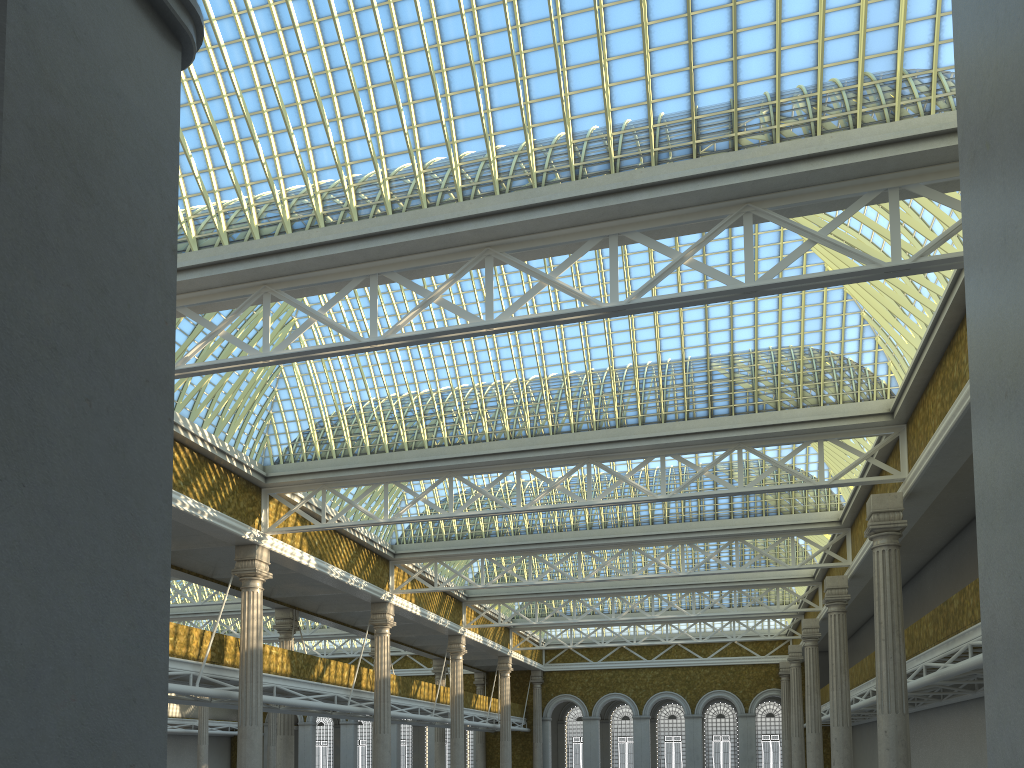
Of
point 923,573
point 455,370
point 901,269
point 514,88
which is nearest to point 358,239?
point 514,88
